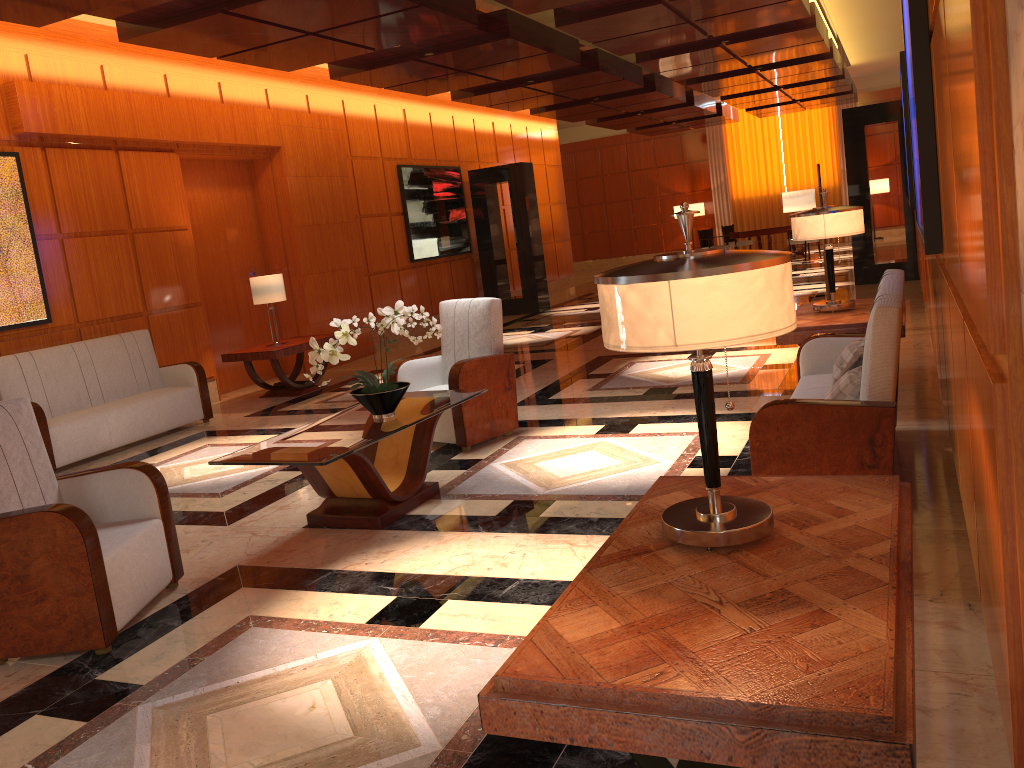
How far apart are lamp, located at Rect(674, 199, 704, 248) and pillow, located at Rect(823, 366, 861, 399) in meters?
20.7 m

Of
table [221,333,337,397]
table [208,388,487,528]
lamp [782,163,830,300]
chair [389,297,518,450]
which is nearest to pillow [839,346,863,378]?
table [208,388,487,528]

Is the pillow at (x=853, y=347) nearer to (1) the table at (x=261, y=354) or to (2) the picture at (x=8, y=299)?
(1) the table at (x=261, y=354)

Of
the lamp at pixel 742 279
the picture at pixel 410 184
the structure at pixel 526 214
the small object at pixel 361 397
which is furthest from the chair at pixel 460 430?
the structure at pixel 526 214

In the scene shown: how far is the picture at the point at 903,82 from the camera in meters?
8.2

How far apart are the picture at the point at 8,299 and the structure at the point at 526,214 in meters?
8.3

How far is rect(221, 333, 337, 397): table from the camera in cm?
885

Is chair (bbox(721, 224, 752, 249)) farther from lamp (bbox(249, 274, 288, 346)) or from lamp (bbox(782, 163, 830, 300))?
lamp (bbox(249, 274, 288, 346))

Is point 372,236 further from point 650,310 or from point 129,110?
point 650,310

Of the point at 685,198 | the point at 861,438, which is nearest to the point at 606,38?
the point at 861,438
